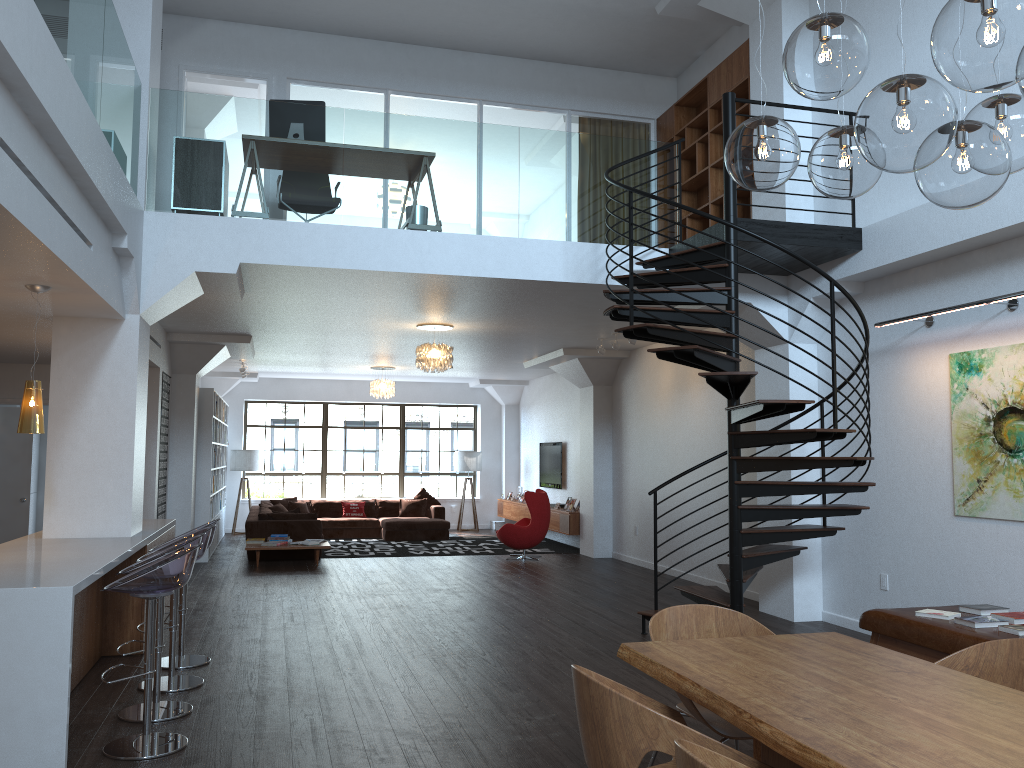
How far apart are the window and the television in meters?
2.7

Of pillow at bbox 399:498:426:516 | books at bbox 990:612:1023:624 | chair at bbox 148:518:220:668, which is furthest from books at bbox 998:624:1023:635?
pillow at bbox 399:498:426:516

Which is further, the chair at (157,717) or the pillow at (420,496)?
the pillow at (420,496)

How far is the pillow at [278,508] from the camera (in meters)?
14.38

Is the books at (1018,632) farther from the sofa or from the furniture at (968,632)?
the sofa

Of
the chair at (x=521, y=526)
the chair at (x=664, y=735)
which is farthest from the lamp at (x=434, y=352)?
the chair at (x=664, y=735)

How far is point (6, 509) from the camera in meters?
10.6 m

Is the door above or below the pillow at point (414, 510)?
above

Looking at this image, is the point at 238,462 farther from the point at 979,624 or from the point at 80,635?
the point at 979,624

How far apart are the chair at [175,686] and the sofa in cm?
680
